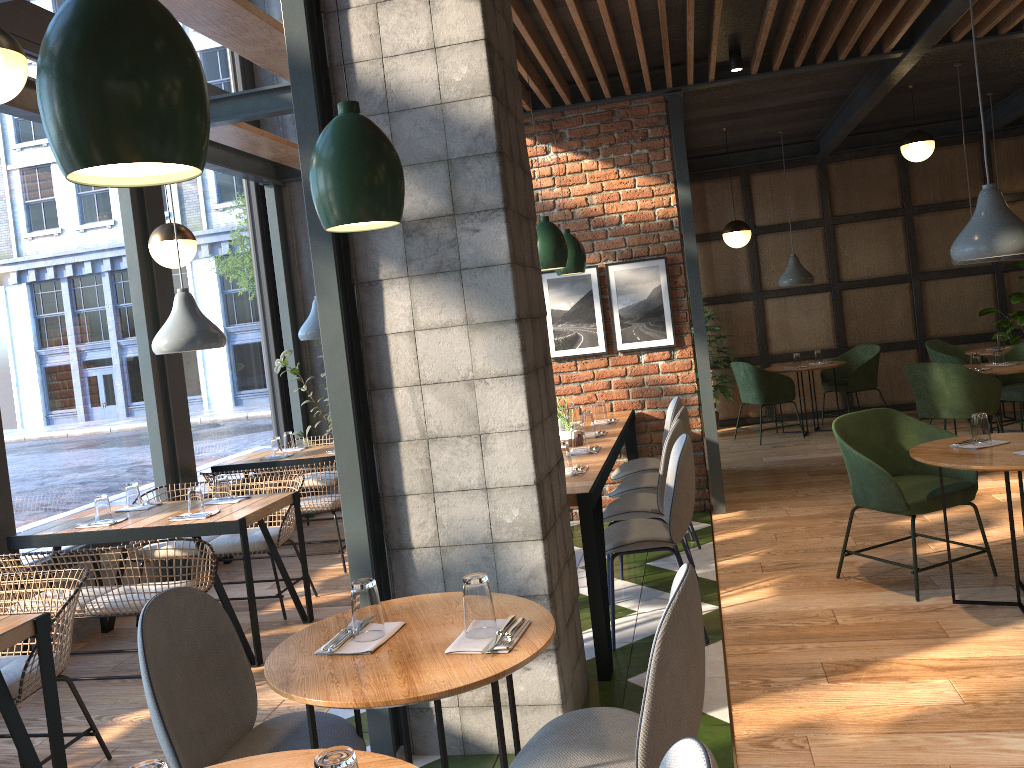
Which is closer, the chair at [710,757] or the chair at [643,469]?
the chair at [710,757]

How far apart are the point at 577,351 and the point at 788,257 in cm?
463

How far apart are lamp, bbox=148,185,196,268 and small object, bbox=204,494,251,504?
1.4m

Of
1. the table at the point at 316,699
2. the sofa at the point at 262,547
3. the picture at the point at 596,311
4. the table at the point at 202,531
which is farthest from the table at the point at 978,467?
the sofa at the point at 262,547

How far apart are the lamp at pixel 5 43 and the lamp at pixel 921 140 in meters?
6.8 m

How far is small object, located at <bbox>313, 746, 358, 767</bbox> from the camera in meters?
1.3

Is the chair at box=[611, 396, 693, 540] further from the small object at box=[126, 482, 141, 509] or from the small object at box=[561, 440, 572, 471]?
the small object at box=[126, 482, 141, 509]

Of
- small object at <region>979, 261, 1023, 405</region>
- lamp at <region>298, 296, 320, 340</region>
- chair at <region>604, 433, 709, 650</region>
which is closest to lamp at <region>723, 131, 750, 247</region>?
small object at <region>979, 261, 1023, 405</region>

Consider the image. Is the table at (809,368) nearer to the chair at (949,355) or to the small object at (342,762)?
the chair at (949,355)

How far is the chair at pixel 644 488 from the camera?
5.0m
